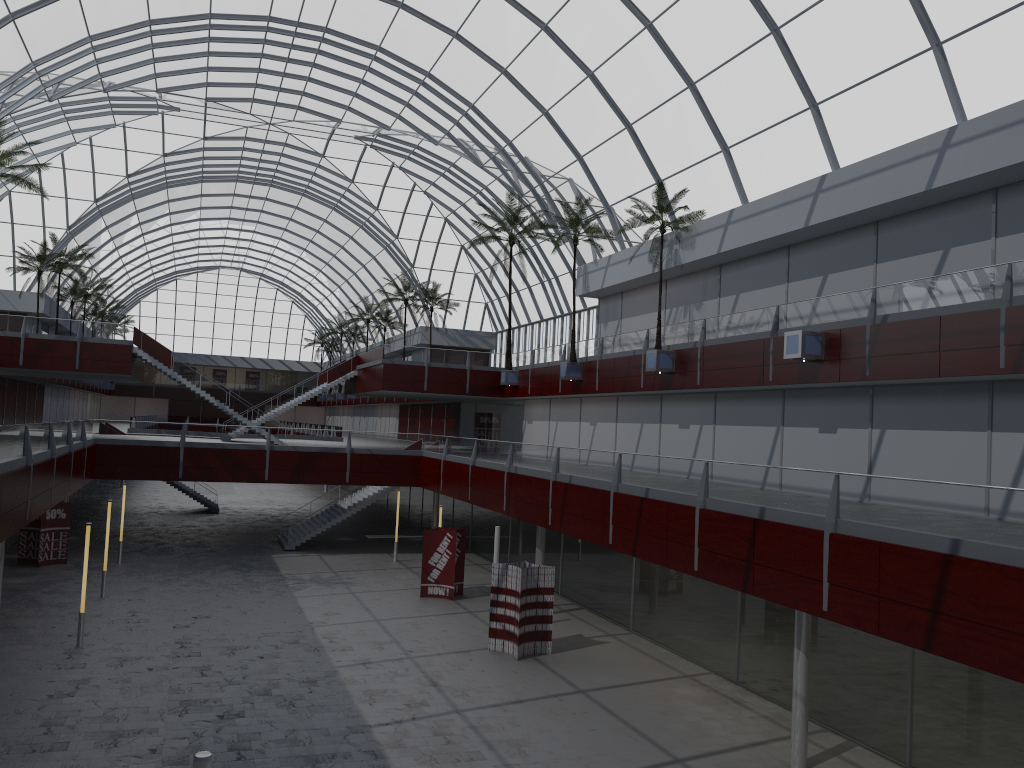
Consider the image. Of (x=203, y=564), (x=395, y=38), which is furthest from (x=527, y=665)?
(x=395, y=38)

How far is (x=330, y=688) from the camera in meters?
26.8
